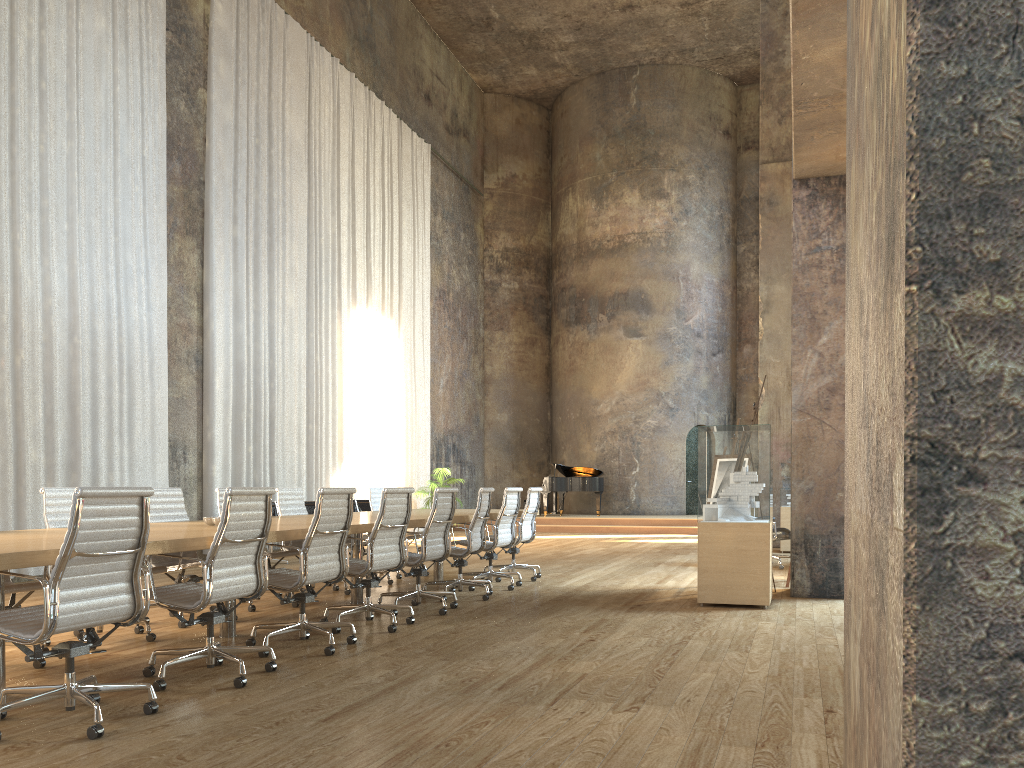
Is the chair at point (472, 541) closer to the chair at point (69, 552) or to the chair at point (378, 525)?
the chair at point (378, 525)

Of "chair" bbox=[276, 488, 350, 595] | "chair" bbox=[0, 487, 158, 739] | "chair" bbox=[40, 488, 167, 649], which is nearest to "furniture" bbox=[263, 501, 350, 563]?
"chair" bbox=[276, 488, 350, 595]

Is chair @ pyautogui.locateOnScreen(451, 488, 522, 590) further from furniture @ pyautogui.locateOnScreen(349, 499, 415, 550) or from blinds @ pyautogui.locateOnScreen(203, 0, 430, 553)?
furniture @ pyautogui.locateOnScreen(349, 499, 415, 550)

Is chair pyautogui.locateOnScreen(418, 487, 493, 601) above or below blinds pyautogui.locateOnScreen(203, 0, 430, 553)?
below

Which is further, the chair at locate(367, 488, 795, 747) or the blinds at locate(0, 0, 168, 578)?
the chair at locate(367, 488, 795, 747)

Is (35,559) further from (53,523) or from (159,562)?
(159,562)

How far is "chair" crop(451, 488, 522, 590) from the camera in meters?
8.6

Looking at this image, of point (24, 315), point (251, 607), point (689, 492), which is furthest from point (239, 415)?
point (689, 492)

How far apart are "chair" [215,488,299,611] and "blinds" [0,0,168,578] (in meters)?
3.26

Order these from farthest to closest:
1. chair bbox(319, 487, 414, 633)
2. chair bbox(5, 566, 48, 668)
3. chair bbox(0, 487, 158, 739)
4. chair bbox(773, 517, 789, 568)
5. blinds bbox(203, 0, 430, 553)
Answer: blinds bbox(203, 0, 430, 553)
chair bbox(773, 517, 789, 568)
chair bbox(319, 487, 414, 633)
chair bbox(5, 566, 48, 668)
chair bbox(0, 487, 158, 739)
